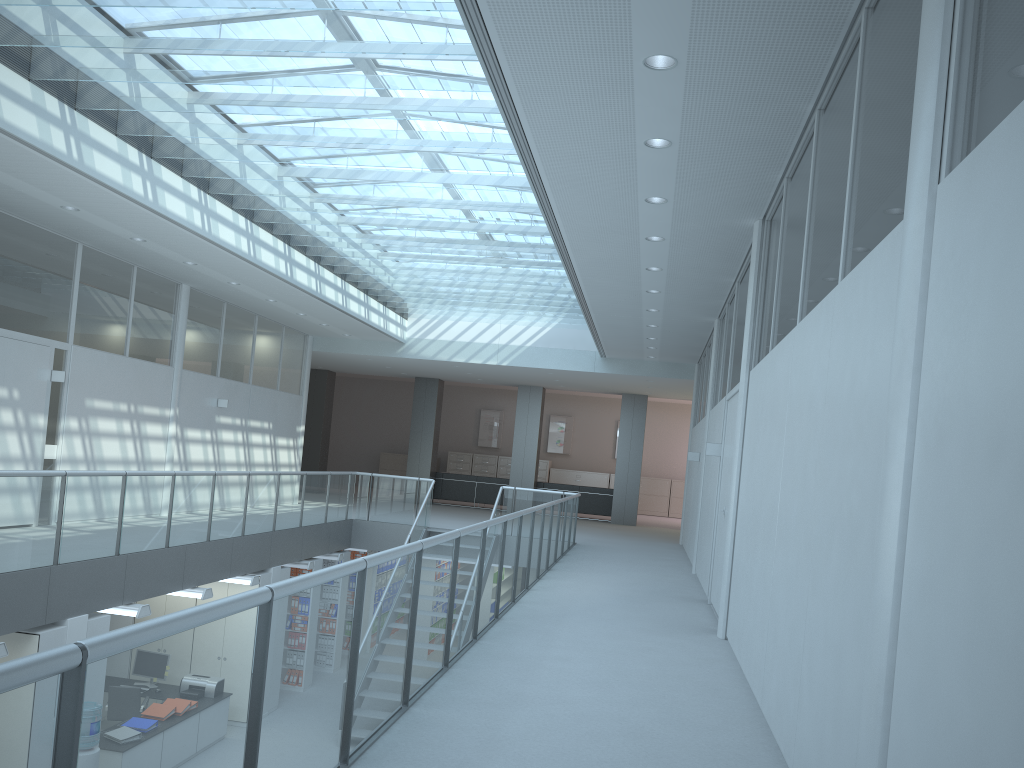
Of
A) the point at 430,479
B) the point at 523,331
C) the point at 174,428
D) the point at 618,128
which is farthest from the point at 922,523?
the point at 523,331

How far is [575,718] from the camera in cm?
394

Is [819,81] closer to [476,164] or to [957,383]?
[957,383]

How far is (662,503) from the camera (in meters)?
23.80

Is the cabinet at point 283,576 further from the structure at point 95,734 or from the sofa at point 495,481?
the sofa at point 495,481

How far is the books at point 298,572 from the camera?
12.1m

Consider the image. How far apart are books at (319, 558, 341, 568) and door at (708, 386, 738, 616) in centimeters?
708cm

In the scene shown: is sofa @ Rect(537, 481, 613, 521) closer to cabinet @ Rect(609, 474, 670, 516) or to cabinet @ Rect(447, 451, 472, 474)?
cabinet @ Rect(609, 474, 670, 516)

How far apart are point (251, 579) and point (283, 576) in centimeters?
112cm

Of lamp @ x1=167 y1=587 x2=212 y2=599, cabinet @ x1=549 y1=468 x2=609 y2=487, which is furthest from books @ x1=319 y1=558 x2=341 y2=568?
cabinet @ x1=549 y1=468 x2=609 y2=487
